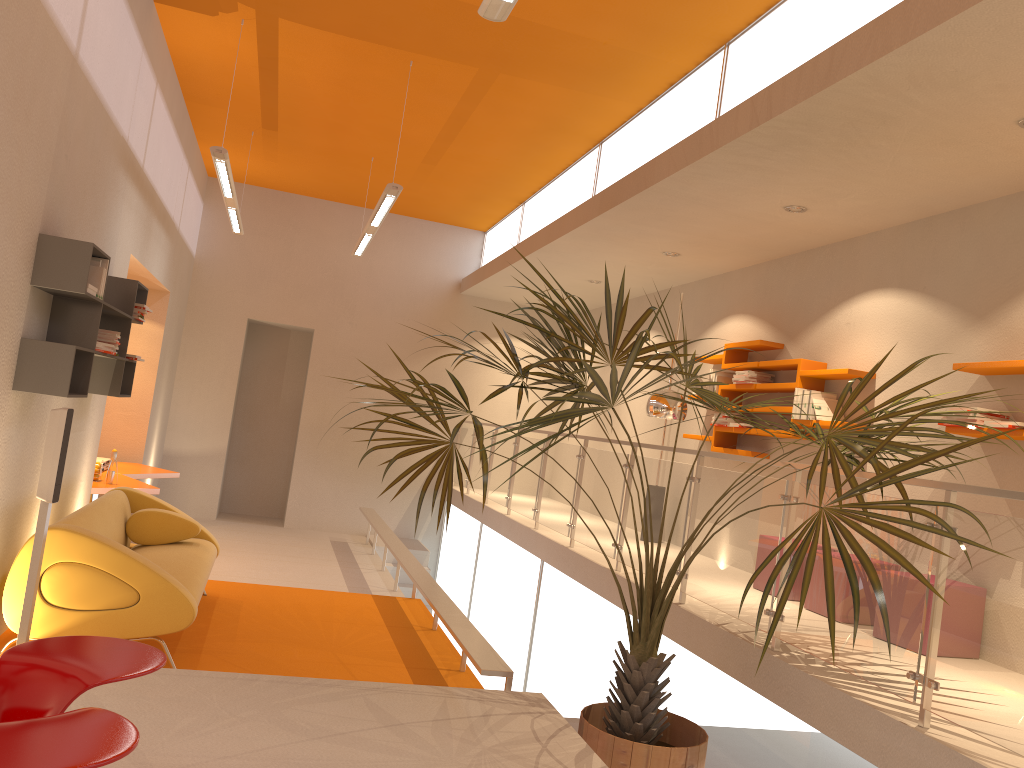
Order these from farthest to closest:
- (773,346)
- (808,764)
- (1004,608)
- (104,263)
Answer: (773,346) < (104,263) < (808,764) < (1004,608)

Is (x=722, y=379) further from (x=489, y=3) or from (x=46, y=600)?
(x=46, y=600)

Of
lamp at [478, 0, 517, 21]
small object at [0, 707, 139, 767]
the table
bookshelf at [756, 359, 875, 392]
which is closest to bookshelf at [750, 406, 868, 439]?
bookshelf at [756, 359, 875, 392]

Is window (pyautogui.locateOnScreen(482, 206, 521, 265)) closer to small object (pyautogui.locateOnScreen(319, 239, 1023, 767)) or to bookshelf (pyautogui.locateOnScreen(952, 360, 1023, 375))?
small object (pyautogui.locateOnScreen(319, 239, 1023, 767))

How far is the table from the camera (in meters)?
7.01

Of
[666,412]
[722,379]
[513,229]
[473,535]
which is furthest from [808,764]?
[513,229]

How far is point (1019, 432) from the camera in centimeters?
449cm

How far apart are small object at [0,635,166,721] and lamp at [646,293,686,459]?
4.68m

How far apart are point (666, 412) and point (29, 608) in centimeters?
431cm

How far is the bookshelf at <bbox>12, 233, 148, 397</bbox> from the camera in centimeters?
440cm
